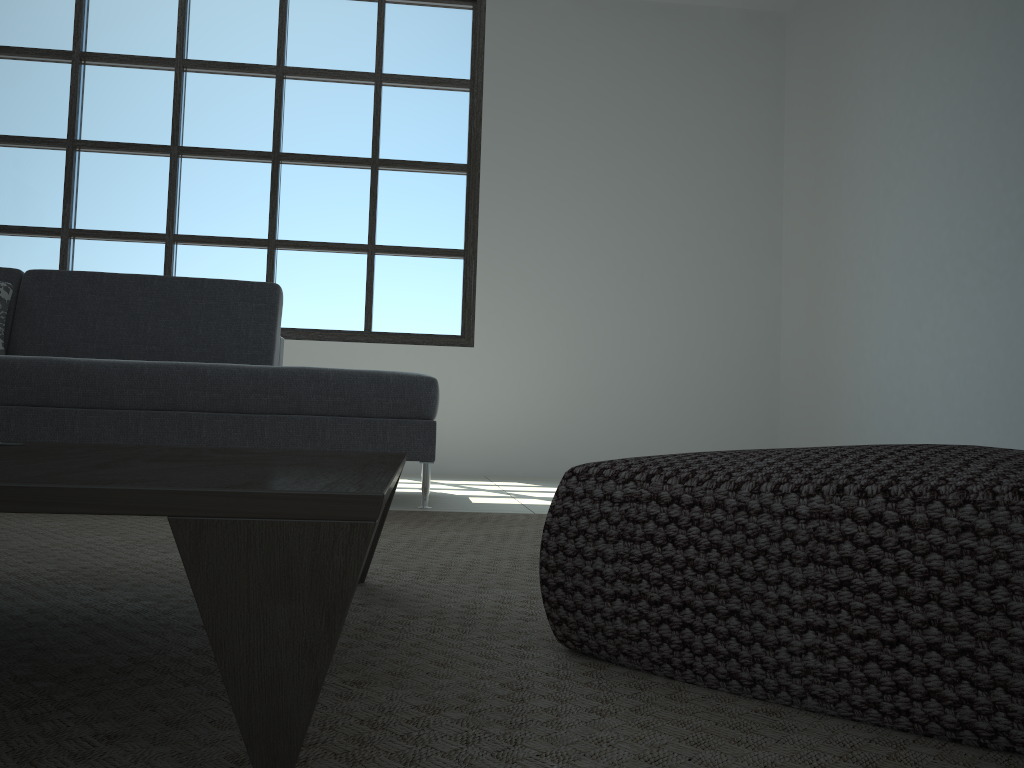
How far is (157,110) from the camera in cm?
531

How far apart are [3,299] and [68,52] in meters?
2.5

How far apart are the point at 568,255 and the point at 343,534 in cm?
494

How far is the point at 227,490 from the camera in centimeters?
58cm

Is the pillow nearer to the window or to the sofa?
the sofa

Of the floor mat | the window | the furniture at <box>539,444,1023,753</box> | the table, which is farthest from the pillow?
the furniture at <box>539,444,1023,753</box>

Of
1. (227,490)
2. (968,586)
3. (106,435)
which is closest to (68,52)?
(106,435)

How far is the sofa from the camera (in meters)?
2.89

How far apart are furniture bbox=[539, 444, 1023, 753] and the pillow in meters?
3.2 m

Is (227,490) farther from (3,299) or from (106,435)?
(3,299)
